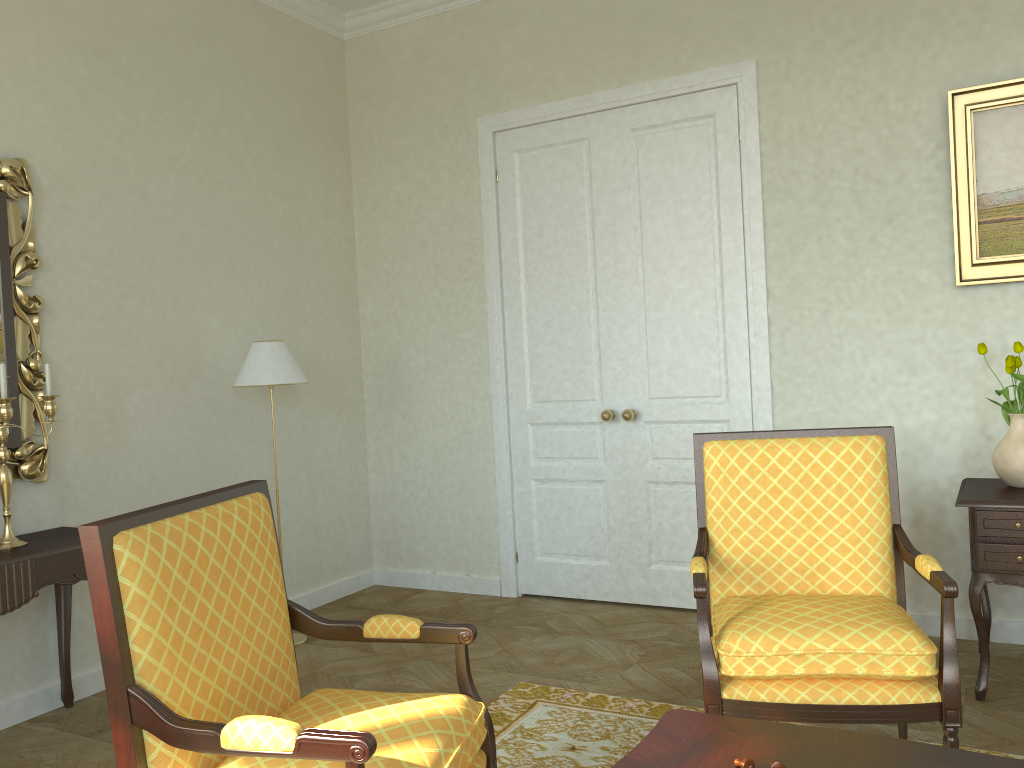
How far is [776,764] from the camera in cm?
181

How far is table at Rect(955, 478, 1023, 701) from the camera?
3.3 meters

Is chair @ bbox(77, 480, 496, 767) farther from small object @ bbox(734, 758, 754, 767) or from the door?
the door

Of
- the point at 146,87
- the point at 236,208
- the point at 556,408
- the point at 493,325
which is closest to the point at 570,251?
the point at 493,325

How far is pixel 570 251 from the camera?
5.0m

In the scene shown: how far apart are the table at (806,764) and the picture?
2.7m

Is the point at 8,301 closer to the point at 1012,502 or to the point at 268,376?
the point at 268,376

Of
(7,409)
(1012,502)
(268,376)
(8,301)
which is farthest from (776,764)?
(8,301)

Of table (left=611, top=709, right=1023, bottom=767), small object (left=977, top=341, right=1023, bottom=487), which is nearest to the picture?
small object (left=977, top=341, right=1023, bottom=487)

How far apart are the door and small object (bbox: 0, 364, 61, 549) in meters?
2.5 m
